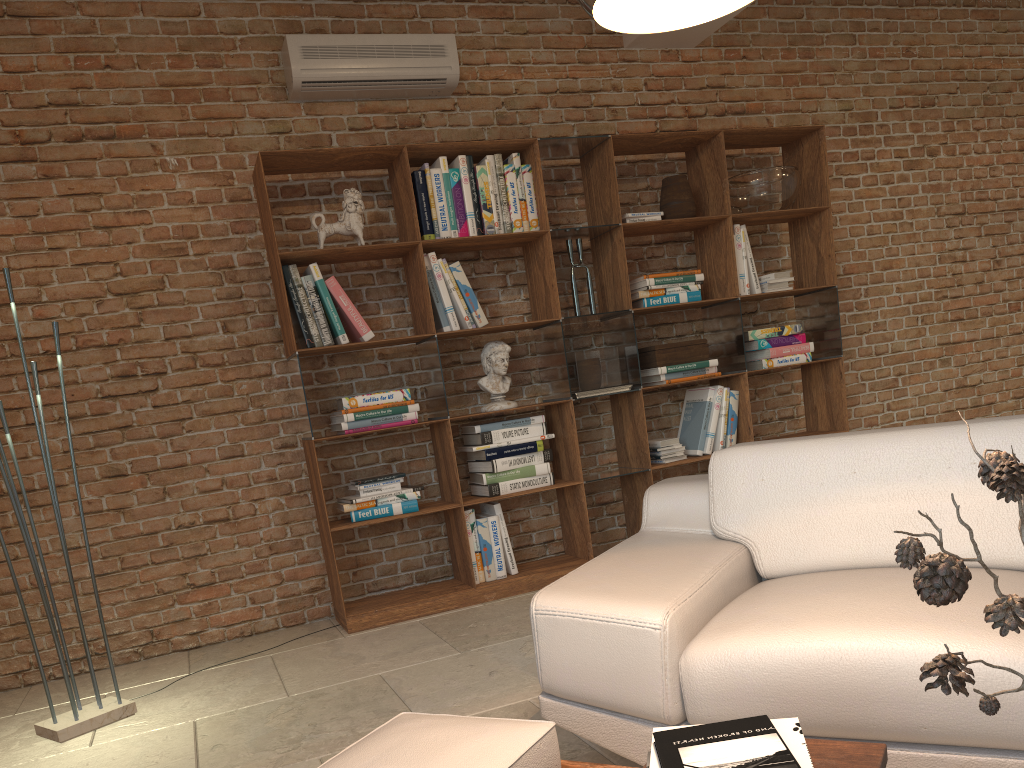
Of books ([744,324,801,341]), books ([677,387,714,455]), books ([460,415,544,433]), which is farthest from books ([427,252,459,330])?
books ([744,324,801,341])

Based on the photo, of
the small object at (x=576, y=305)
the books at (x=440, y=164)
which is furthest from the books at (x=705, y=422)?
the books at (x=440, y=164)

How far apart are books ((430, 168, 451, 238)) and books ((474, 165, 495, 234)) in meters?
0.2 m

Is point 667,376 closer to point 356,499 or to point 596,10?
point 356,499

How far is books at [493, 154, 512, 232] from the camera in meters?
4.5

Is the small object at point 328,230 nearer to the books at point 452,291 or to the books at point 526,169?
the books at point 452,291

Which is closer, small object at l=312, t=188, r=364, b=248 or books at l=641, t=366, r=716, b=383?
small object at l=312, t=188, r=364, b=248

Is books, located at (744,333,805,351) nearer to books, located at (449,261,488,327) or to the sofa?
books, located at (449,261,488,327)

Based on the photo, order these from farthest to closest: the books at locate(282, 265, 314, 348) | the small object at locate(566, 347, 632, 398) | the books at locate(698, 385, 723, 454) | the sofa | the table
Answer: the books at locate(698, 385, 723, 454)
the small object at locate(566, 347, 632, 398)
the books at locate(282, 265, 314, 348)
the sofa
the table

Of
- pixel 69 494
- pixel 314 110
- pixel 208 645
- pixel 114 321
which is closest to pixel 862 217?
pixel 314 110
